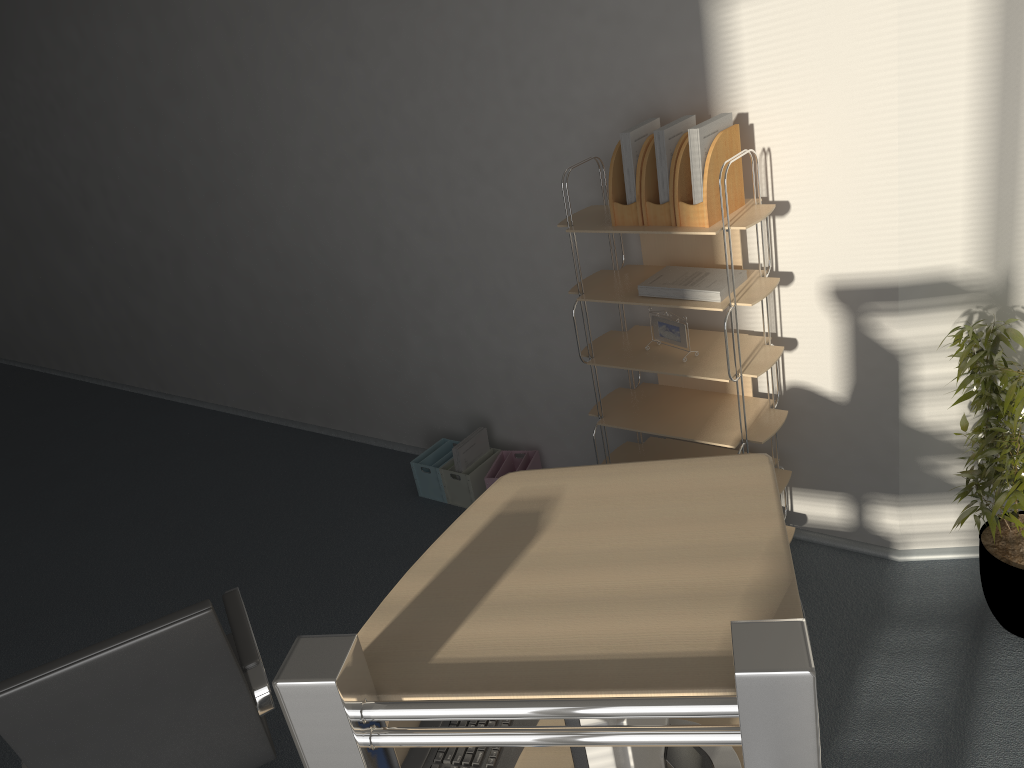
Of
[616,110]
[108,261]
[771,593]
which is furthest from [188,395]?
[771,593]

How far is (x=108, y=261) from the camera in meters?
5.8 m

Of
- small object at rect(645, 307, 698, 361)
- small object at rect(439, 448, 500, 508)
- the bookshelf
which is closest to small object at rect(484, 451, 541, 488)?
small object at rect(439, 448, 500, 508)

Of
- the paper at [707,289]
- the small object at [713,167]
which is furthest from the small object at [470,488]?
the small object at [713,167]

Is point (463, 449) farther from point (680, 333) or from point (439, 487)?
point (680, 333)

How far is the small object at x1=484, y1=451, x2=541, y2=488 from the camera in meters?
4.0

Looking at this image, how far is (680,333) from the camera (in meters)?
3.07

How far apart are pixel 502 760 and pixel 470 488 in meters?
2.3

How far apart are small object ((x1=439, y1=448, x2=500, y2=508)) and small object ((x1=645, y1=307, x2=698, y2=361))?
1.2m

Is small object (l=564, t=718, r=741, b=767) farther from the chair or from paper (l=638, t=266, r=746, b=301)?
paper (l=638, t=266, r=746, b=301)
